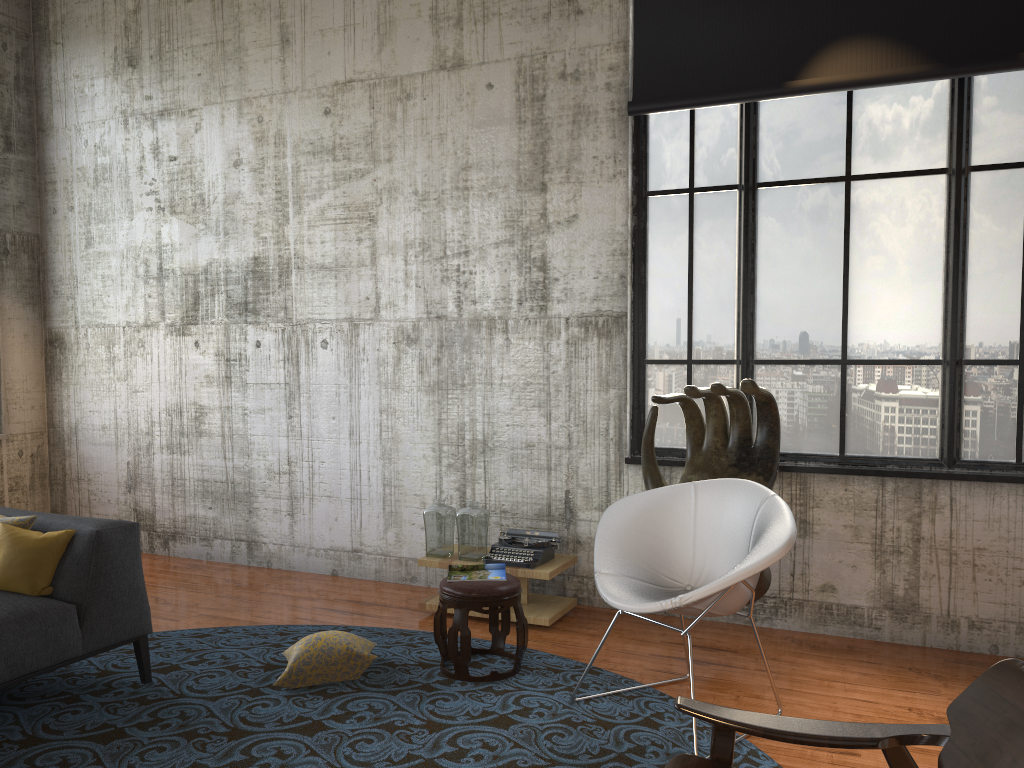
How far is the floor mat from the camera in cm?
354

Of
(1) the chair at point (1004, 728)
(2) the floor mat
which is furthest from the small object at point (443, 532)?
(1) the chair at point (1004, 728)

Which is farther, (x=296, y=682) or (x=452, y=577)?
(x=452, y=577)

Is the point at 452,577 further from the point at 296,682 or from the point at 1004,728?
the point at 1004,728

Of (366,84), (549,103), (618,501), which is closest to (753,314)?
(618,501)

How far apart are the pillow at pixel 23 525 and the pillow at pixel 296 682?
1.4m

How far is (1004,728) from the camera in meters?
2.2

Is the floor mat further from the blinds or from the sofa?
the blinds

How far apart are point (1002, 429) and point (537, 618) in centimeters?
276cm

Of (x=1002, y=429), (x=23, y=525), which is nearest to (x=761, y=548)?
(x=1002, y=429)
